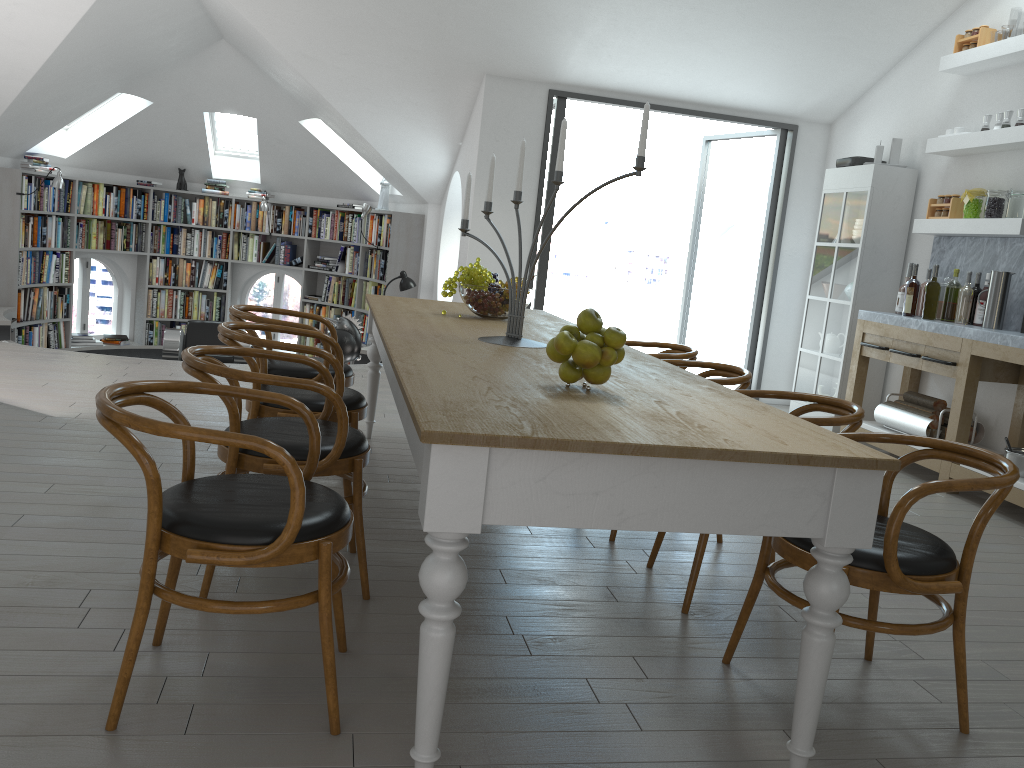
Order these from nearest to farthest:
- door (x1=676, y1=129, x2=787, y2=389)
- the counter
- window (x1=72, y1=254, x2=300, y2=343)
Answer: the counter
door (x1=676, y1=129, x2=787, y2=389)
window (x1=72, y1=254, x2=300, y2=343)

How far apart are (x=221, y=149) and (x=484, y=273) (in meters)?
7.92

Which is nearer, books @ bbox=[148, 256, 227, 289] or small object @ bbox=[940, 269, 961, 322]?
small object @ bbox=[940, 269, 961, 322]

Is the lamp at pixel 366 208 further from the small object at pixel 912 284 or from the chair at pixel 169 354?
the small object at pixel 912 284

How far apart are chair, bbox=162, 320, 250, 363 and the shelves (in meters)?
6.19

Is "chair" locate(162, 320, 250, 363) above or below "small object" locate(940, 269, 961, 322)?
below

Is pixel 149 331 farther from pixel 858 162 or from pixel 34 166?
pixel 858 162

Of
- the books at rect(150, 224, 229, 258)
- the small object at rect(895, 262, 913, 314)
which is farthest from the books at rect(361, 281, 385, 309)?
the small object at rect(895, 262, 913, 314)

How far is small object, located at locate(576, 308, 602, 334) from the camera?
2.3m

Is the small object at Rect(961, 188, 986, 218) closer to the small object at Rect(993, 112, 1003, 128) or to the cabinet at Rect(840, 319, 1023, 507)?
the small object at Rect(993, 112, 1003, 128)
